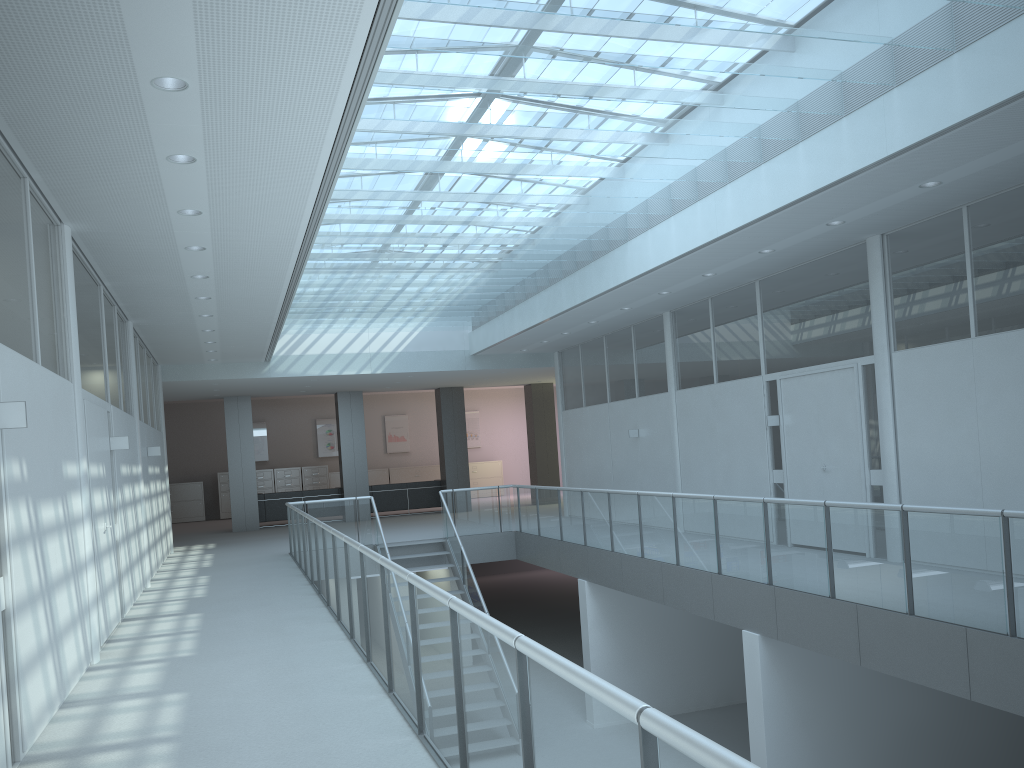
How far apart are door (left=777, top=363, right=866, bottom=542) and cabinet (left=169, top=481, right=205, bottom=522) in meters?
17.3 m

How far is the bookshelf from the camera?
14.8m

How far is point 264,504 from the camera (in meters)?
18.80

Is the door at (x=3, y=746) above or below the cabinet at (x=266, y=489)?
below

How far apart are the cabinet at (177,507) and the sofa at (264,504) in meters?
5.0 m

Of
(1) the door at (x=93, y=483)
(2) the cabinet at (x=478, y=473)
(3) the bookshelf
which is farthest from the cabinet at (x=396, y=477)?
(1) the door at (x=93, y=483)

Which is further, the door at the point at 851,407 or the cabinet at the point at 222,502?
the cabinet at the point at 222,502

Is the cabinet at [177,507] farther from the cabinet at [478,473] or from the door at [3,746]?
the door at [3,746]

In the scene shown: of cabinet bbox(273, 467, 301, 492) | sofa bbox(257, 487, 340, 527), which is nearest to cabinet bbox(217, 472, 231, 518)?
cabinet bbox(273, 467, 301, 492)

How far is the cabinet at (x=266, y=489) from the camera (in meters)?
23.27
